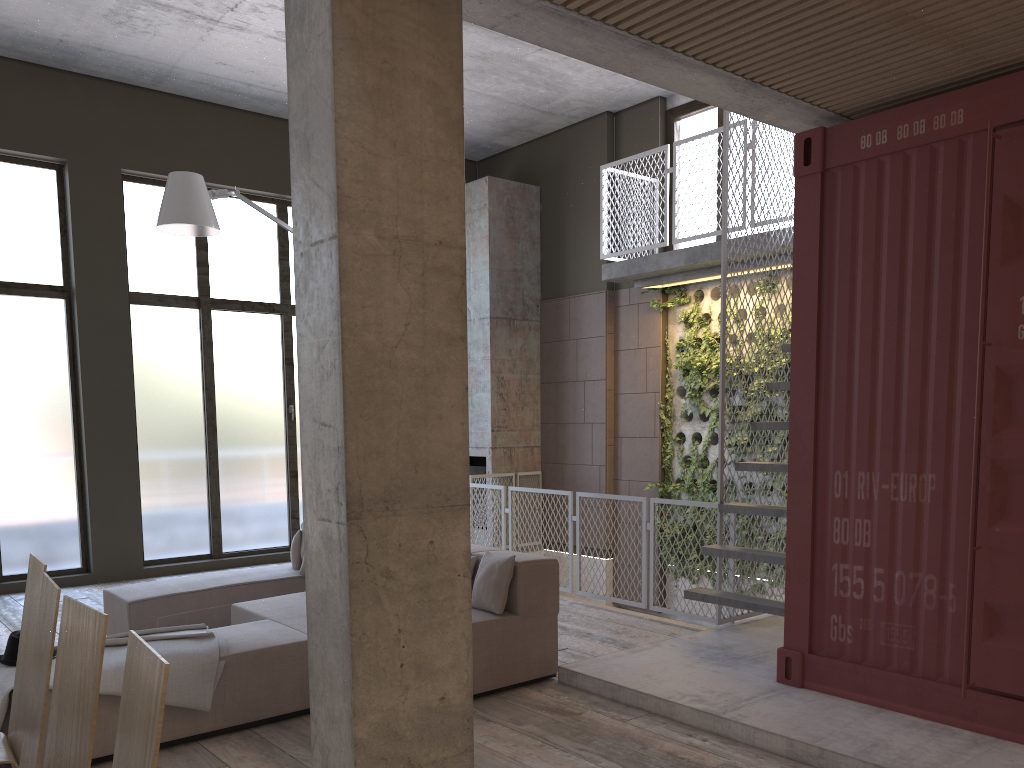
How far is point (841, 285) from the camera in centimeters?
482cm

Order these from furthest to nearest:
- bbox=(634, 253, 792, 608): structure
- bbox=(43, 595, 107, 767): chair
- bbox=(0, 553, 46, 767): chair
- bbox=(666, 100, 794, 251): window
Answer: bbox=(666, 100, 794, 251): window < bbox=(634, 253, 792, 608): structure < bbox=(0, 553, 46, 767): chair < bbox=(43, 595, 107, 767): chair

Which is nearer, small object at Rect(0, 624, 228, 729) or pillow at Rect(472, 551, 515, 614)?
small object at Rect(0, 624, 228, 729)

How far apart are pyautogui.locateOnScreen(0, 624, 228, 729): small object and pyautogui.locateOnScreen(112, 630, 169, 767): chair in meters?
2.5

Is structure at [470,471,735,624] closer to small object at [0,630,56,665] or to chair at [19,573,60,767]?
small object at [0,630,56,665]

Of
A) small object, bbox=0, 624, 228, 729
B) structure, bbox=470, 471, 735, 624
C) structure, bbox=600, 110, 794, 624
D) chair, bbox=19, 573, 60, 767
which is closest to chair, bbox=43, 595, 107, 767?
chair, bbox=19, 573, 60, 767

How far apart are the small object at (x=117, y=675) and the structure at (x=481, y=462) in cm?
622

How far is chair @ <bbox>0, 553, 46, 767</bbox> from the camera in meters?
2.9

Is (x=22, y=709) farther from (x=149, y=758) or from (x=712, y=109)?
(x=712, y=109)

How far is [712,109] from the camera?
9.6 meters
